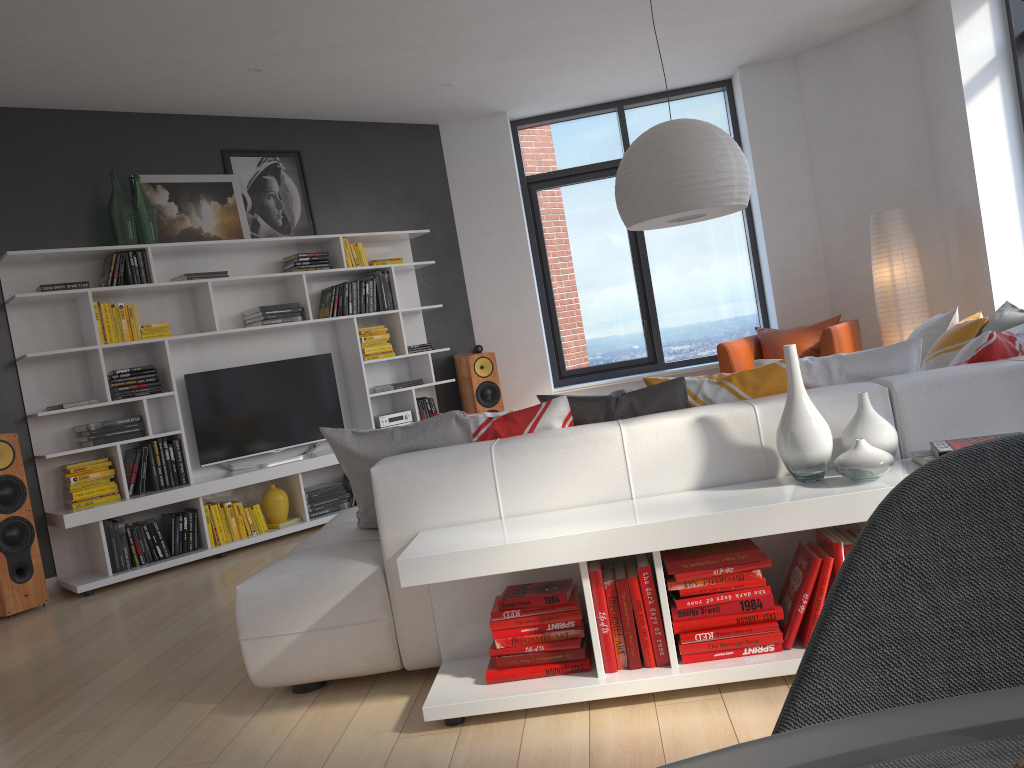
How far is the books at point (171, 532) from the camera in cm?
557

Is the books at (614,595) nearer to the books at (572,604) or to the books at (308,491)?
the books at (572,604)

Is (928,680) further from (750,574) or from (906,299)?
(906,299)

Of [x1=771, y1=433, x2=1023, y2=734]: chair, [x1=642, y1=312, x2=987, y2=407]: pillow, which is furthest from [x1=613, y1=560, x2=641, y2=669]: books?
[x1=771, y1=433, x2=1023, y2=734]: chair

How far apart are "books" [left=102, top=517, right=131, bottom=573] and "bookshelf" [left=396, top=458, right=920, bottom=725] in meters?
3.3

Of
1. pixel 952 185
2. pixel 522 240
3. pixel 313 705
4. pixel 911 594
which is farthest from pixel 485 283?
pixel 911 594

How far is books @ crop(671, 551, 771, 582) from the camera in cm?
244

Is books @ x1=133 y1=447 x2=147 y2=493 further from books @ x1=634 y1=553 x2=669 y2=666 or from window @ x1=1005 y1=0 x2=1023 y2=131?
window @ x1=1005 y1=0 x2=1023 y2=131

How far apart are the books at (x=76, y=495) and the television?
0.6m

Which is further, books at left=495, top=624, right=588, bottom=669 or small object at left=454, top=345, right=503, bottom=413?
small object at left=454, top=345, right=503, bottom=413
